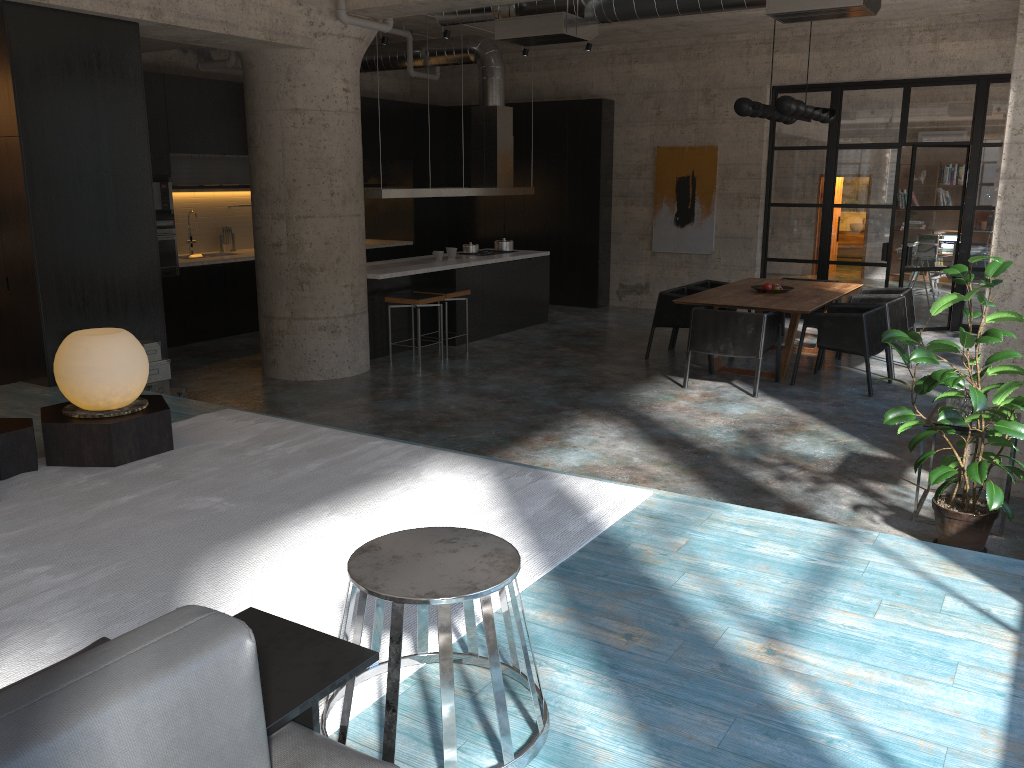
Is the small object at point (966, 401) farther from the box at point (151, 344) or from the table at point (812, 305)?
the box at point (151, 344)

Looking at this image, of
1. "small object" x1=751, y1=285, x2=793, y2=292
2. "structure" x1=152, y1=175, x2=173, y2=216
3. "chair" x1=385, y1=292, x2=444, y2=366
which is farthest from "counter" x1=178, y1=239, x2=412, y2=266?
"small object" x1=751, y1=285, x2=793, y2=292

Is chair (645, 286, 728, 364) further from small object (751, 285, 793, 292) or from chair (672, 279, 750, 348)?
small object (751, 285, 793, 292)

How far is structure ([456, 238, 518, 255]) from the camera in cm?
1134

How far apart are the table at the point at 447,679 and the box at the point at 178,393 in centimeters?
478cm

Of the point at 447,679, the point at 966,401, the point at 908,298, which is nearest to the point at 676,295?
the point at 908,298

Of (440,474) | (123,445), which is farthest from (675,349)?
(123,445)

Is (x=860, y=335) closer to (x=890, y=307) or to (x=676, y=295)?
(x=890, y=307)

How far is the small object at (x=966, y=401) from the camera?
4.85m

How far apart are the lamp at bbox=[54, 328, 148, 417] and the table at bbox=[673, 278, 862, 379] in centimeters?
526cm
